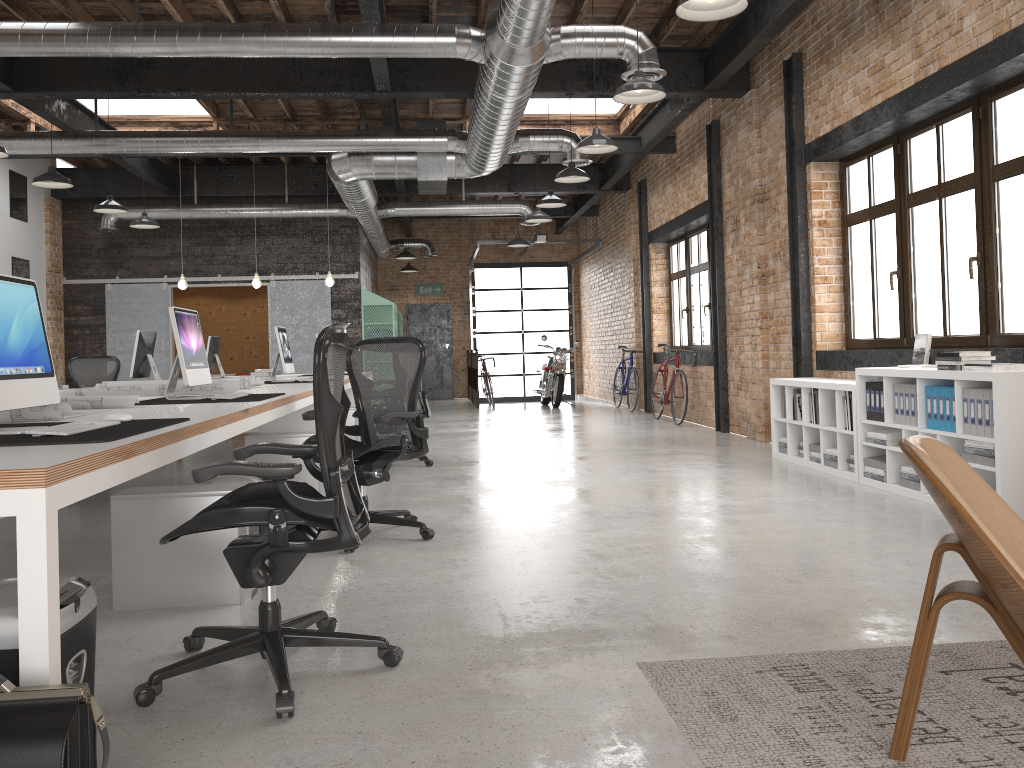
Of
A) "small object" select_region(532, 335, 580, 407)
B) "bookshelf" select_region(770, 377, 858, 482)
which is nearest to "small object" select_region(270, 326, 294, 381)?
"bookshelf" select_region(770, 377, 858, 482)

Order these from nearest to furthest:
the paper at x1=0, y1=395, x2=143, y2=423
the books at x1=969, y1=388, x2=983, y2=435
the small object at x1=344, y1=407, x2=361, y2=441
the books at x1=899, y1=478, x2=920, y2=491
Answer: the paper at x1=0, y1=395, x2=143, y2=423 → the books at x1=969, y1=388, x2=983, y2=435 → the books at x1=899, y1=478, x2=920, y2=491 → the small object at x1=344, y1=407, x2=361, y2=441

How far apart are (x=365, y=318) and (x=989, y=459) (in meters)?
10.83

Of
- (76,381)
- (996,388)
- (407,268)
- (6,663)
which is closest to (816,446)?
(996,388)

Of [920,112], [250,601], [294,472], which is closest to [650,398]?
[920,112]

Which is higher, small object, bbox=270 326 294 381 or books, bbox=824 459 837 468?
small object, bbox=270 326 294 381

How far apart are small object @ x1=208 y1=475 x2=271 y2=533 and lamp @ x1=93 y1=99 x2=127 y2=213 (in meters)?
7.06

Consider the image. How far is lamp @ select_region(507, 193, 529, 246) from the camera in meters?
14.1 m

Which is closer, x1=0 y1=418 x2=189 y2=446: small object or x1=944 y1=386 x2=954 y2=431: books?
x1=0 y1=418 x2=189 y2=446: small object

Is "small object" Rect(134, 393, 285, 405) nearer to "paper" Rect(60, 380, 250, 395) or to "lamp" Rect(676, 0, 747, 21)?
"paper" Rect(60, 380, 250, 395)
